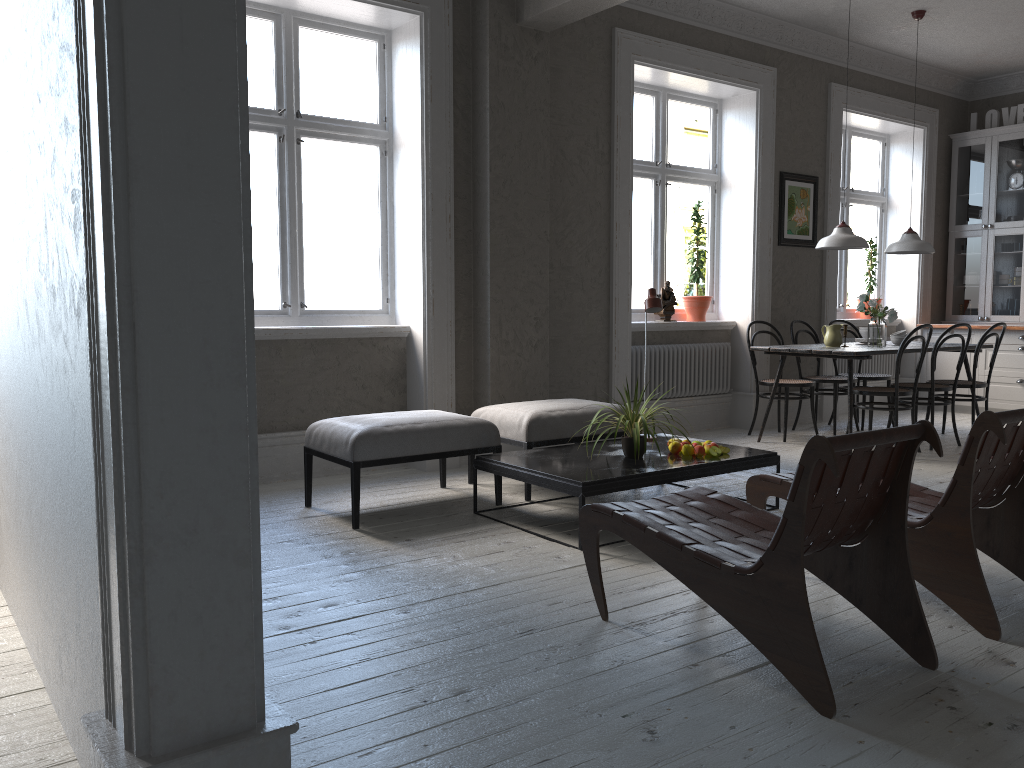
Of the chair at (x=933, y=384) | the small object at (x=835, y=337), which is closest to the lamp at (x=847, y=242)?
the small object at (x=835, y=337)

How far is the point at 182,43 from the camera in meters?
1.4

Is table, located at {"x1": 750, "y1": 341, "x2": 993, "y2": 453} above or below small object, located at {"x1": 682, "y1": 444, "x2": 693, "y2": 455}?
above

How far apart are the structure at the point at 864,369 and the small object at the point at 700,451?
4.5m

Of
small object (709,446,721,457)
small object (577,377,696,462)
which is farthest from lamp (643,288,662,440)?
small object (709,446,721,457)

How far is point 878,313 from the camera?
6.4 meters

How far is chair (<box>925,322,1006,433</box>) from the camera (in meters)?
6.44

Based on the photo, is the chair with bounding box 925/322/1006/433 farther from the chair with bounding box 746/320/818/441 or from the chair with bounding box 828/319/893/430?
the chair with bounding box 746/320/818/441

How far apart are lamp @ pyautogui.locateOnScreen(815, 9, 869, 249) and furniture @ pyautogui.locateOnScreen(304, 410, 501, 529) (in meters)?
3.12

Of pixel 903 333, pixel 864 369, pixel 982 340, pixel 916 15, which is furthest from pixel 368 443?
pixel 864 369
